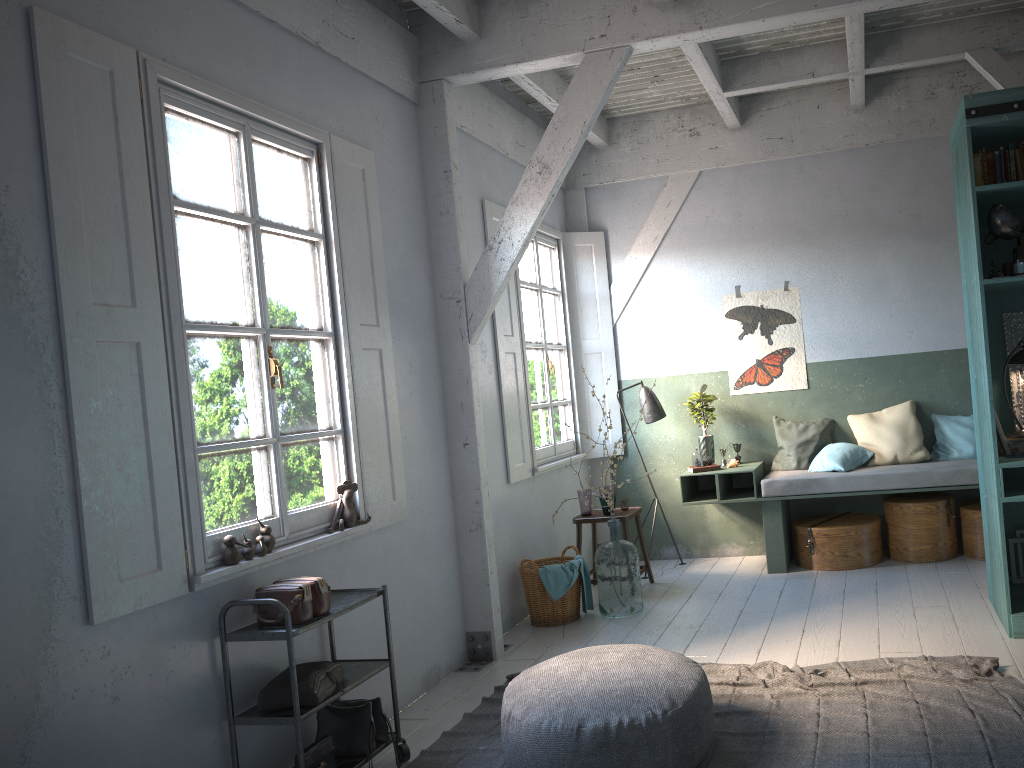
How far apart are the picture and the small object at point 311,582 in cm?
510

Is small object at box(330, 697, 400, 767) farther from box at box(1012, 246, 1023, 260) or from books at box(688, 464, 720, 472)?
box at box(1012, 246, 1023, 260)

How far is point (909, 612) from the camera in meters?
5.8 m

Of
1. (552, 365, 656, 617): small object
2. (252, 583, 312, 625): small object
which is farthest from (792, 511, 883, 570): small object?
(252, 583, 312, 625): small object

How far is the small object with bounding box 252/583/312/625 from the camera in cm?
400

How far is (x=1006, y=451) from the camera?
5.4 meters

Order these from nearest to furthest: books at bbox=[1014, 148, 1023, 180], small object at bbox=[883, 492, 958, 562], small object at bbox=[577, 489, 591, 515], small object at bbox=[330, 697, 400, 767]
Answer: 1. small object at bbox=[330, 697, 400, 767]
2. books at bbox=[1014, 148, 1023, 180]
3. small object at bbox=[883, 492, 958, 562]
4. small object at bbox=[577, 489, 591, 515]

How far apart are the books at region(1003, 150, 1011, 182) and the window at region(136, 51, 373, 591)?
3.92m

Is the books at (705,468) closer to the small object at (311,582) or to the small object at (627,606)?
the small object at (627,606)

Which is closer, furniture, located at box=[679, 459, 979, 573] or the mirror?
the mirror
